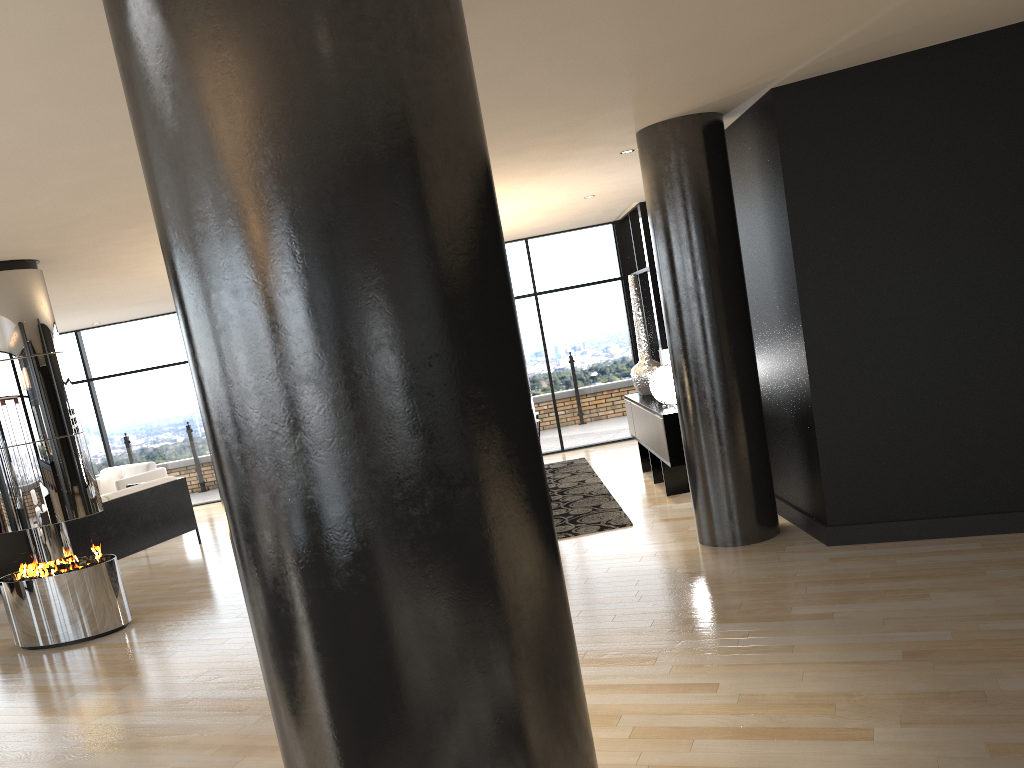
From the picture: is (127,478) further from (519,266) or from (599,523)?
(599,523)

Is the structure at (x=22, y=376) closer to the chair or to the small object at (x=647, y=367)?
the chair

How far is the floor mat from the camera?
7.0 meters

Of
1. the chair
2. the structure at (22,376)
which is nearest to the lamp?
the structure at (22,376)

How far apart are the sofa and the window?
3.3 meters

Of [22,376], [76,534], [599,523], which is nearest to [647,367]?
[599,523]

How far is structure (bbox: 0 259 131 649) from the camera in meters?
6.2 m

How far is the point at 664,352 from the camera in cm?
807

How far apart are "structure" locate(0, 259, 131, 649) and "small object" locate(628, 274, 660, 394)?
5.02m

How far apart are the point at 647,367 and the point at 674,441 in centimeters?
183cm
